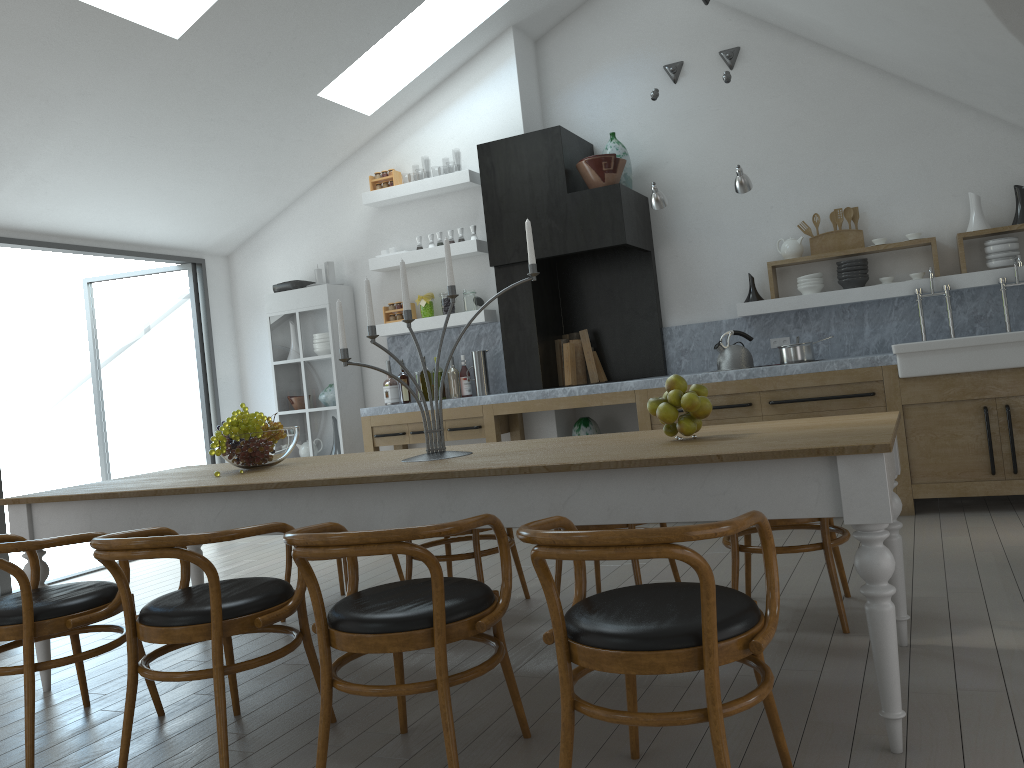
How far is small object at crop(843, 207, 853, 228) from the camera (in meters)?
6.13

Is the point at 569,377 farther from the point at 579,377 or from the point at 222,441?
the point at 222,441

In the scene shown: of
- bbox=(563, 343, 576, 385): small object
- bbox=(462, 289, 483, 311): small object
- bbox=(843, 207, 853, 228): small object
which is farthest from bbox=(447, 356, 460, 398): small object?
bbox=(843, 207, 853, 228): small object

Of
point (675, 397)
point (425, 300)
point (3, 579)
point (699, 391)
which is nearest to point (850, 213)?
point (425, 300)

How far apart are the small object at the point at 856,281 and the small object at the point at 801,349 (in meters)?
0.67

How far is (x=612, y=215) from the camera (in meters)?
6.21

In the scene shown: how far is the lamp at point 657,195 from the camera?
5.9 meters

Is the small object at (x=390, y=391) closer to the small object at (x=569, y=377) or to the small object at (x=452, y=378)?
the small object at (x=452, y=378)

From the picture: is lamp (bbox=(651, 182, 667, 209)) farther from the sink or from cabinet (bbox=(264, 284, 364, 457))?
cabinet (bbox=(264, 284, 364, 457))

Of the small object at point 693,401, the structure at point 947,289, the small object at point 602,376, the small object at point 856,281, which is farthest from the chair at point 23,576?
the structure at point 947,289
